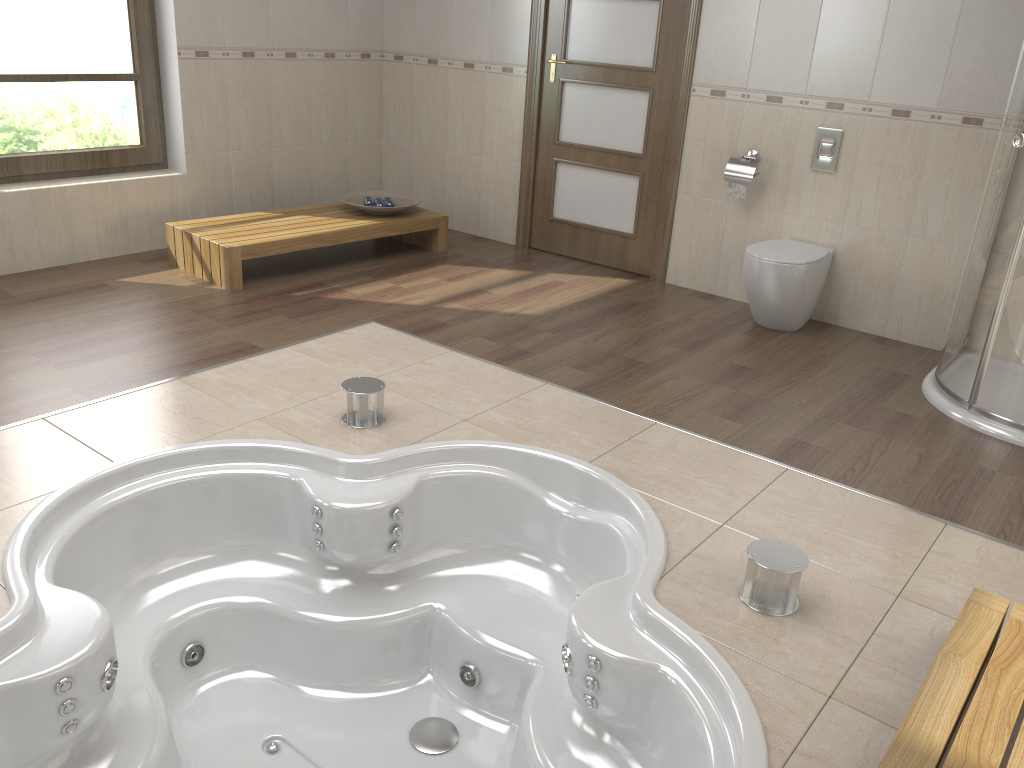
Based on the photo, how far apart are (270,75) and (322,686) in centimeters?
381cm

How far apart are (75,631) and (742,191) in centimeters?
356cm

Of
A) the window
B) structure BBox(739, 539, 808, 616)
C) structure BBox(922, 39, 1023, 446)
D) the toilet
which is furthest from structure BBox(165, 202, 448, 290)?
structure BBox(739, 539, 808, 616)

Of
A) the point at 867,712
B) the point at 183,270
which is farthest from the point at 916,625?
the point at 183,270

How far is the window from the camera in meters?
4.3

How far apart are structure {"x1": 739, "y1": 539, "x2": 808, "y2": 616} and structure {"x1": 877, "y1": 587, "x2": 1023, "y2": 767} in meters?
0.4

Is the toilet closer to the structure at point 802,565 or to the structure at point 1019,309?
the structure at point 1019,309

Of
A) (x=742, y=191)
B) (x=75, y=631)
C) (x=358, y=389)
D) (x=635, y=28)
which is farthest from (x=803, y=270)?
(x=75, y=631)

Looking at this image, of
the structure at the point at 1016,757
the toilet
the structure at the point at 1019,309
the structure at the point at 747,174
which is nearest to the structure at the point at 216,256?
the structure at the point at 747,174

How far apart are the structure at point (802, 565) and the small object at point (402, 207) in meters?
3.4
